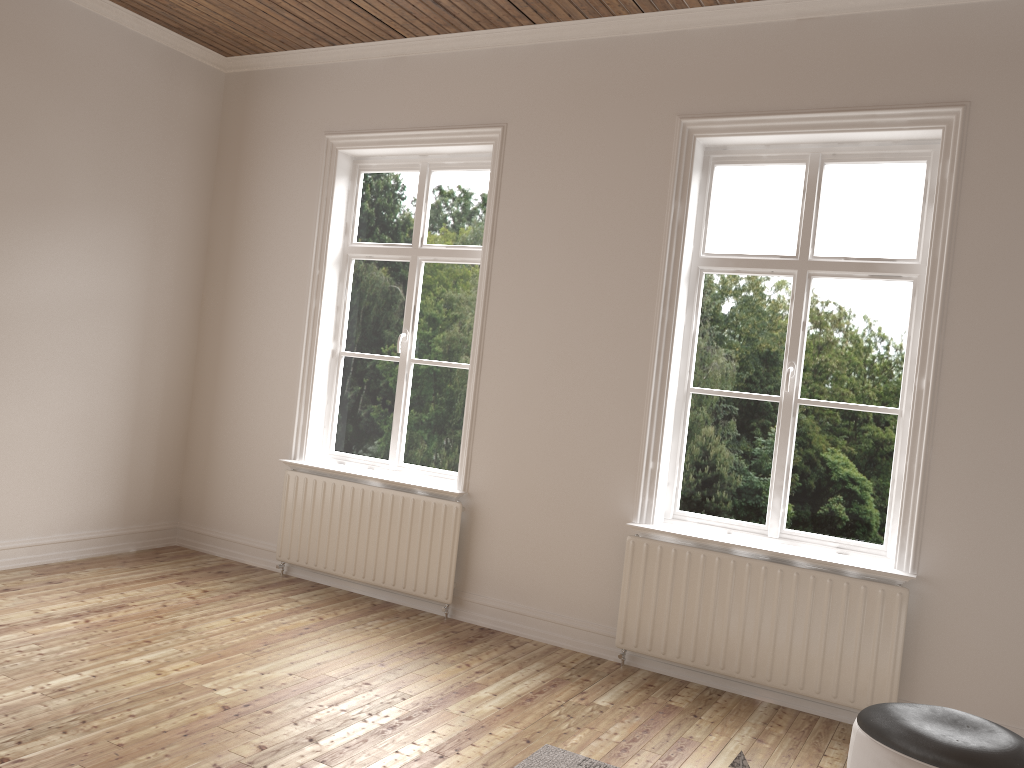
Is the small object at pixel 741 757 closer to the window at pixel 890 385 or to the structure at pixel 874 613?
the structure at pixel 874 613

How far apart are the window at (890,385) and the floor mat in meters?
1.5 m

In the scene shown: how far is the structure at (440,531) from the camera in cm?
465

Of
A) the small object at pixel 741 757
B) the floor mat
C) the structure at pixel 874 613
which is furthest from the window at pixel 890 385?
the small object at pixel 741 757

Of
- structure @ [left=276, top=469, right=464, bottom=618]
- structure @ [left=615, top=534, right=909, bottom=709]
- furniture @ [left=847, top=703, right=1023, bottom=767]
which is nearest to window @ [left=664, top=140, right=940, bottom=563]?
structure @ [left=615, top=534, right=909, bottom=709]

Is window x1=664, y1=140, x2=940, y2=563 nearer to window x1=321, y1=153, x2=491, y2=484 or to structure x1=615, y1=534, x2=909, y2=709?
structure x1=615, y1=534, x2=909, y2=709

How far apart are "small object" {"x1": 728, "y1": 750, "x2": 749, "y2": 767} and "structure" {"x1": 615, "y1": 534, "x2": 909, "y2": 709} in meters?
1.9 m

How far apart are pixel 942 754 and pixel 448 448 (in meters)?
3.08

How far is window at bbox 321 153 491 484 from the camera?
4.99m

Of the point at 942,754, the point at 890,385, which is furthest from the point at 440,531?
the point at 942,754
